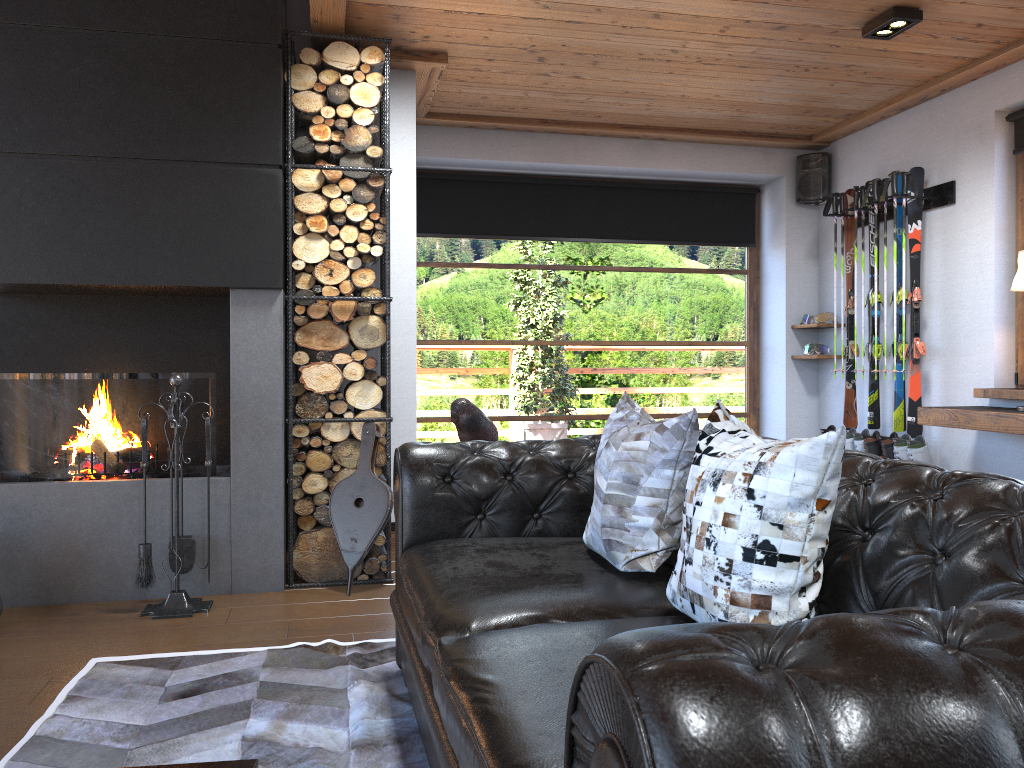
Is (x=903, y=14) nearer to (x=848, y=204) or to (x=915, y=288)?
(x=915, y=288)

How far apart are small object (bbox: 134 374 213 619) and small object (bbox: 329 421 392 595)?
0.62m

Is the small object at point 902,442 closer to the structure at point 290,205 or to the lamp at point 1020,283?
the lamp at point 1020,283

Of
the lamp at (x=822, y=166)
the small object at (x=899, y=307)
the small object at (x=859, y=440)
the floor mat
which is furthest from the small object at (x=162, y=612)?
the lamp at (x=822, y=166)

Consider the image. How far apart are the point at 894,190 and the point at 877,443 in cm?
153

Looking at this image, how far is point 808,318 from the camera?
6.4m

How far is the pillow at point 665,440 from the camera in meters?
2.3 m

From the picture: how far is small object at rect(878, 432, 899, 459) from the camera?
5.4 meters

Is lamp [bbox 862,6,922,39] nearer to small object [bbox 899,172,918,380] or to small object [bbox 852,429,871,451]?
small object [bbox 899,172,918,380]

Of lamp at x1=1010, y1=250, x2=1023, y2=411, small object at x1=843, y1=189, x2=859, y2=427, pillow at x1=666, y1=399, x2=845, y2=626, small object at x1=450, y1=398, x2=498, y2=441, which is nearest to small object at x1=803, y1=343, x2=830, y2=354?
small object at x1=843, y1=189, x2=859, y2=427
